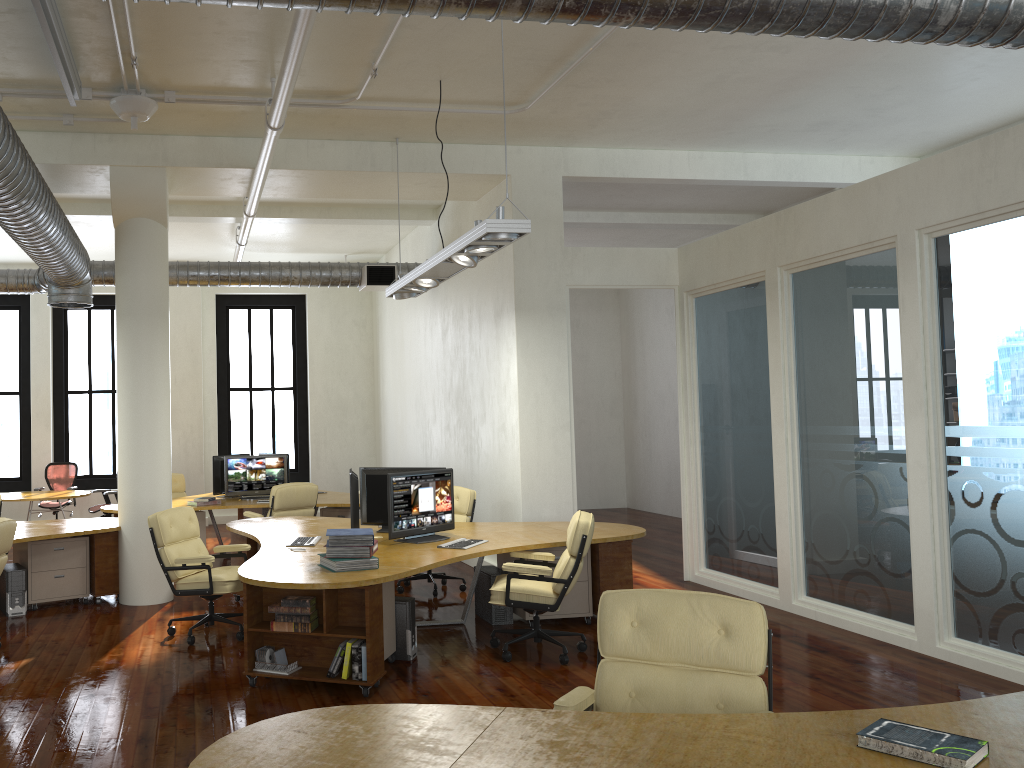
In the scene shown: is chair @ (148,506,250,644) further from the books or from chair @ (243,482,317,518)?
chair @ (243,482,317,518)

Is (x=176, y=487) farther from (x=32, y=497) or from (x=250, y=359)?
(x=250, y=359)

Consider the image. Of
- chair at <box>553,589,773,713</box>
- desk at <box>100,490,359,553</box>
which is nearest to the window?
desk at <box>100,490,359,553</box>

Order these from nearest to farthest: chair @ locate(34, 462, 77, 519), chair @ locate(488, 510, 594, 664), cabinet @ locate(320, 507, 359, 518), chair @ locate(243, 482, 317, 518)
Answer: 1. chair @ locate(488, 510, 594, 664)
2. chair @ locate(243, 482, 317, 518)
3. cabinet @ locate(320, 507, 359, 518)
4. chair @ locate(34, 462, 77, 519)

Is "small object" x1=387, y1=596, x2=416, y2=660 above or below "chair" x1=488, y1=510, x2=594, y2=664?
below

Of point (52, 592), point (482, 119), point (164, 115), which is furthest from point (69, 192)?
point (482, 119)

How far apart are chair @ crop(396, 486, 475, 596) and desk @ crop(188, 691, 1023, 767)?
5.8 meters

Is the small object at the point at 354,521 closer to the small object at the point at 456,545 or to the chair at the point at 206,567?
the small object at the point at 456,545

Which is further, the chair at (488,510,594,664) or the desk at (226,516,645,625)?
the chair at (488,510,594,664)

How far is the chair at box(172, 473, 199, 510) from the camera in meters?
12.6 m
